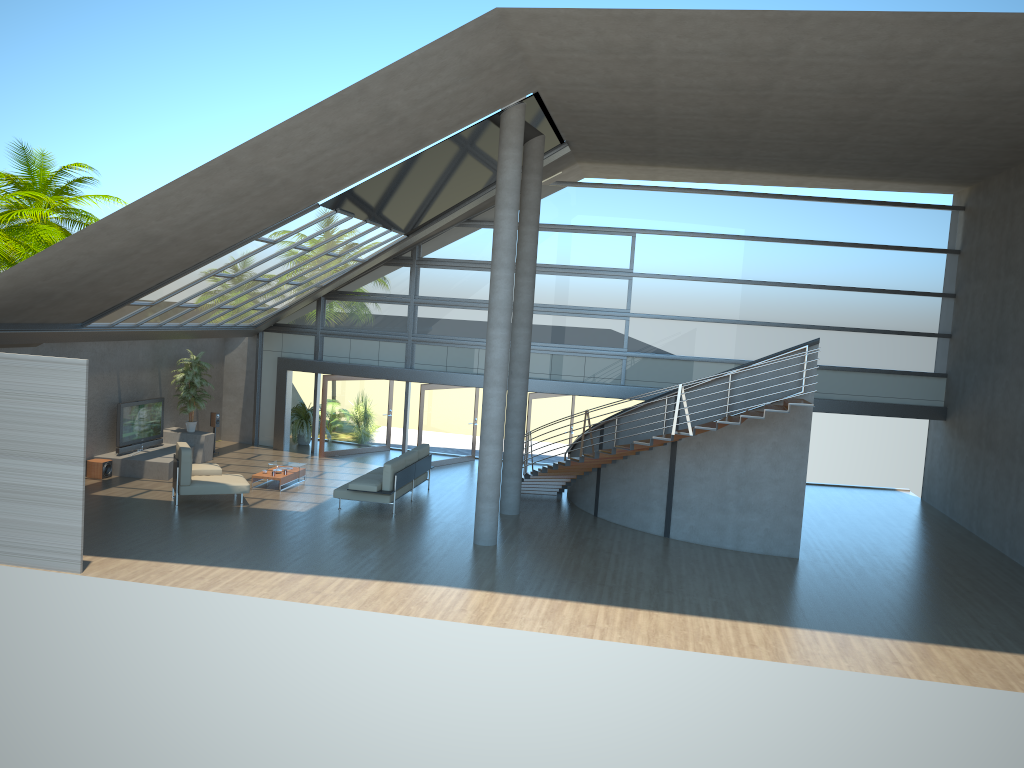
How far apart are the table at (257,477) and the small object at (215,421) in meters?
3.6 m

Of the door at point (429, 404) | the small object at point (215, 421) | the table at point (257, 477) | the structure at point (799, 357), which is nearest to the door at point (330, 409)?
the door at point (429, 404)

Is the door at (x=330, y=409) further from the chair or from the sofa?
the chair

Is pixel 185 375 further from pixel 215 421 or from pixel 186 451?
pixel 186 451

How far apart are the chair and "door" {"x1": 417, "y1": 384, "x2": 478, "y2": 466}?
5.1 meters

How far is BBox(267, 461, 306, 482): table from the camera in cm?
1805

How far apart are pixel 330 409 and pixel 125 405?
4.8m

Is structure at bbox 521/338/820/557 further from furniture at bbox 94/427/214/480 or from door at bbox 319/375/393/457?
furniture at bbox 94/427/214/480

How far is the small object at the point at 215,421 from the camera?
20.5 meters

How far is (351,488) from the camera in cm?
1562
